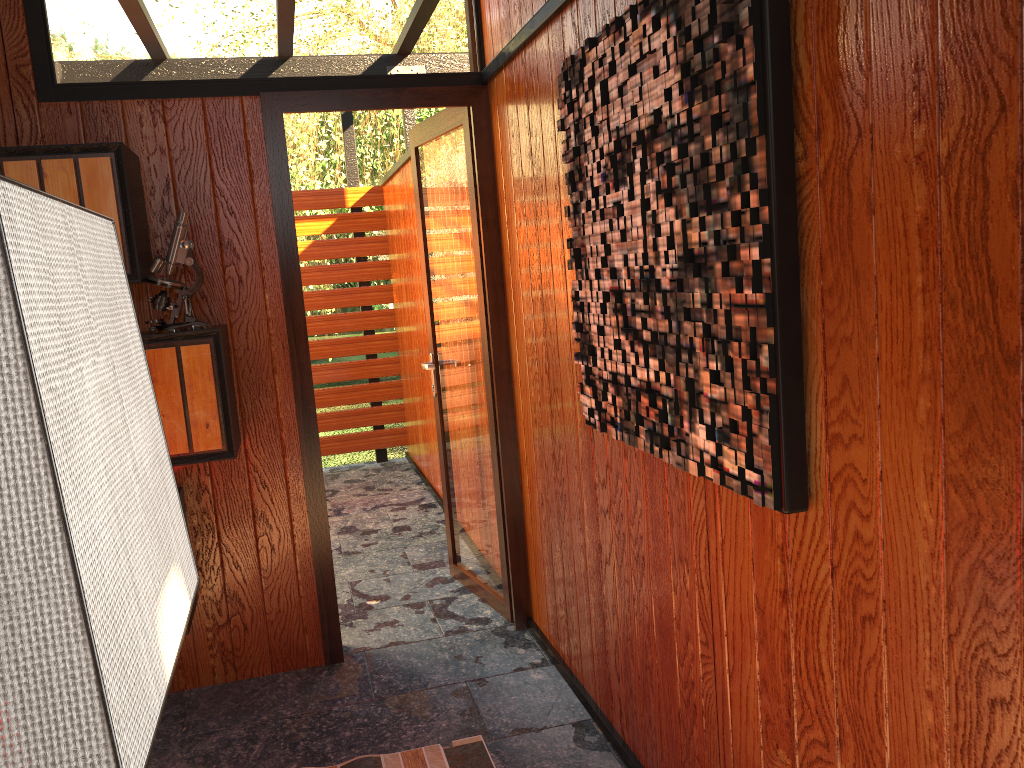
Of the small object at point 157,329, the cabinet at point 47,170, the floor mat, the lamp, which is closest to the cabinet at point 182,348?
the small object at point 157,329

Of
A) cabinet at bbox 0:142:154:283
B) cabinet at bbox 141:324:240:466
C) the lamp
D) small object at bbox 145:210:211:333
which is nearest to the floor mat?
cabinet at bbox 141:324:240:466

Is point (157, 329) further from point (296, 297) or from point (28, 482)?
point (28, 482)

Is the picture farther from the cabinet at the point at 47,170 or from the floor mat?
the cabinet at the point at 47,170

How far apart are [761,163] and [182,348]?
1.83m

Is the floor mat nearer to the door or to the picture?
the door

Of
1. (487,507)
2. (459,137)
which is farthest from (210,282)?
(487,507)

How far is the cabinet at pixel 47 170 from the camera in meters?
2.4

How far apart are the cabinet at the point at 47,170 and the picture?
1.27m

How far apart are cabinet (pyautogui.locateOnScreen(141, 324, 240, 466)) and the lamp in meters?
2.0
